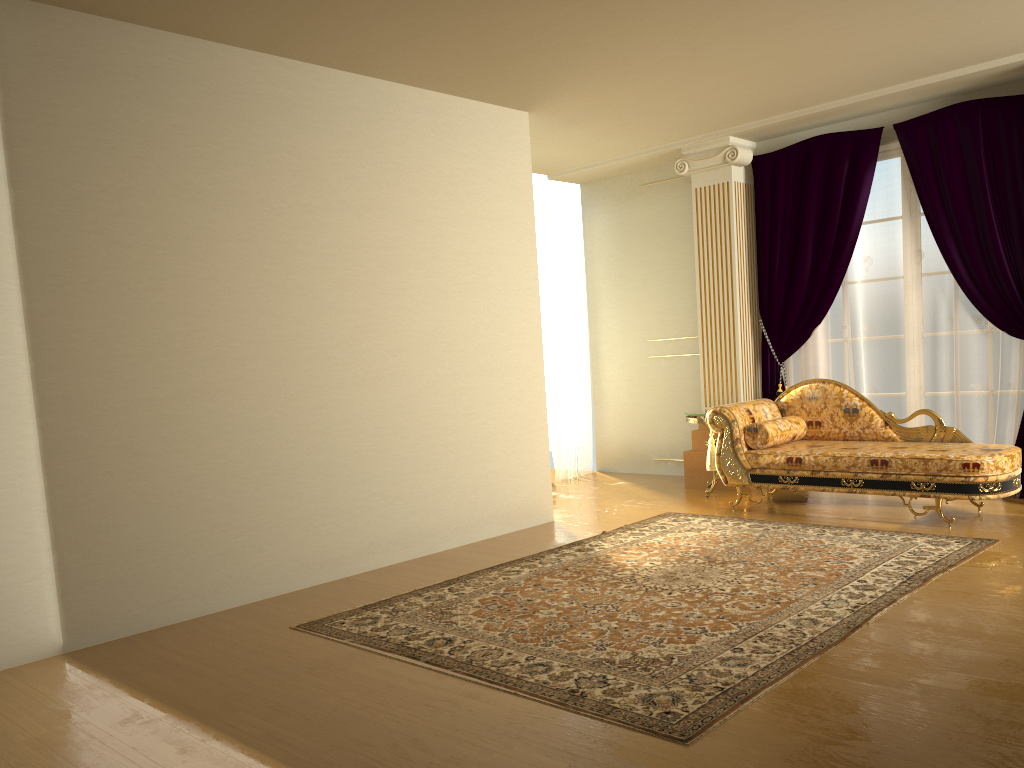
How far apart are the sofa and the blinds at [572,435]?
2.1 meters

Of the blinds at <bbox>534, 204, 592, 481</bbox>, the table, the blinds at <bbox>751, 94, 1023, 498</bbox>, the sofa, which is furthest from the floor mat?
the blinds at <bbox>534, 204, 592, 481</bbox>

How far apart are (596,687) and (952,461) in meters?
3.1 m

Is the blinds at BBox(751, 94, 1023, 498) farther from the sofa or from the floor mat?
the floor mat

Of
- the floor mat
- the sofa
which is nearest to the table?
the sofa

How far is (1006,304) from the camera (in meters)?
5.89

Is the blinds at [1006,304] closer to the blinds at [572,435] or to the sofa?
the sofa

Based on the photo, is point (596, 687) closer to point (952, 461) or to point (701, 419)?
point (952, 461)

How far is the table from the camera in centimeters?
668cm

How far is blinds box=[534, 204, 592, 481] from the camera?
8.2 meters
